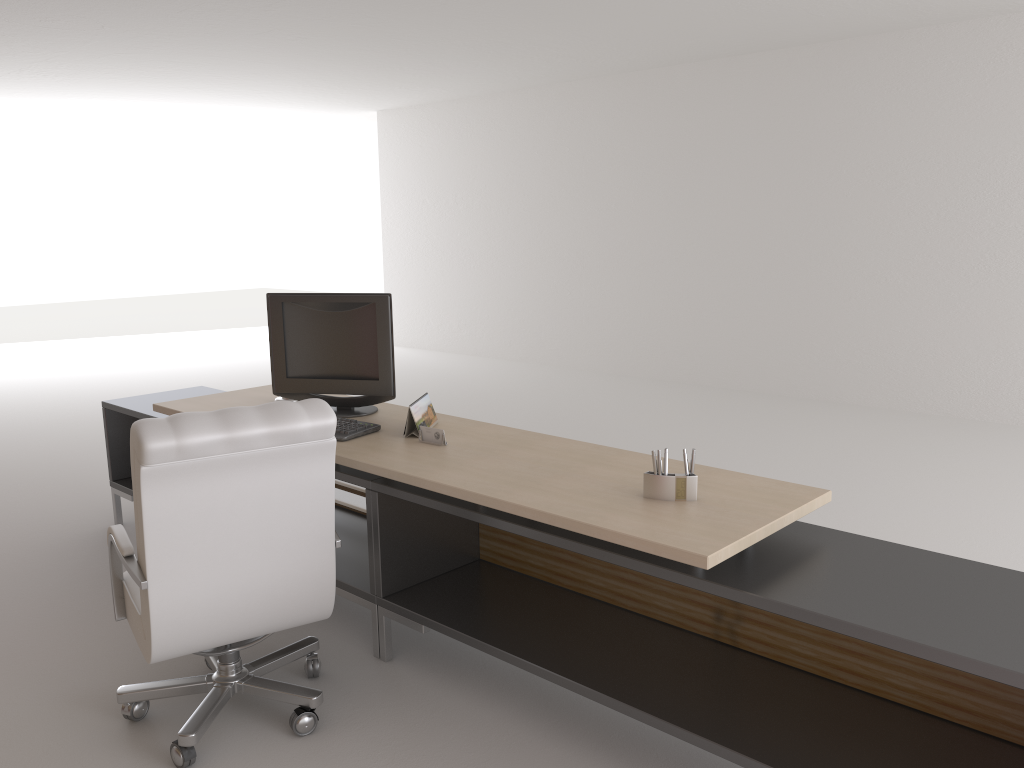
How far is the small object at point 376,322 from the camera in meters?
5.5

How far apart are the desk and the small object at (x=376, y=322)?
0.0 meters

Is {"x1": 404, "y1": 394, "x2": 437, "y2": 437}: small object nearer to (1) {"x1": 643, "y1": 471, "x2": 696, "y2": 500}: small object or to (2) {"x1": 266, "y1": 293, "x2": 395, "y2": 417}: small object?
(2) {"x1": 266, "y1": 293, "x2": 395, "y2": 417}: small object

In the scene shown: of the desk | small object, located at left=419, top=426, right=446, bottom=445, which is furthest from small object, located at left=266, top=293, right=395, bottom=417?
small object, located at left=419, top=426, right=446, bottom=445

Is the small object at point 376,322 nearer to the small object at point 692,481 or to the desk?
the desk

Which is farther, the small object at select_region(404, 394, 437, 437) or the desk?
the small object at select_region(404, 394, 437, 437)

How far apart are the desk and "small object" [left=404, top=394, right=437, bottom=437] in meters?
0.0

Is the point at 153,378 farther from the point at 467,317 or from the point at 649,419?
the point at 649,419

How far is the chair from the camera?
3.64m

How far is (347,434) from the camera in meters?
5.0
